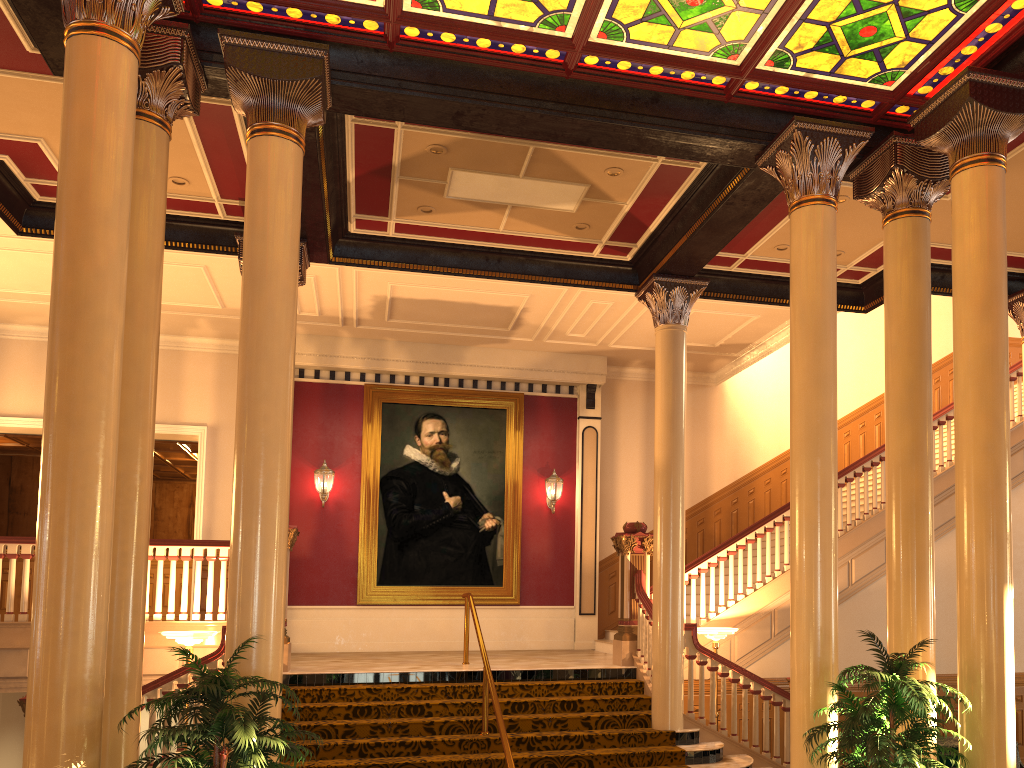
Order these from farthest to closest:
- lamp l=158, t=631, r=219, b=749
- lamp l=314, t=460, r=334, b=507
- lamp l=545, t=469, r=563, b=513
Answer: lamp l=545, t=469, r=563, b=513 → lamp l=314, t=460, r=334, b=507 → lamp l=158, t=631, r=219, b=749

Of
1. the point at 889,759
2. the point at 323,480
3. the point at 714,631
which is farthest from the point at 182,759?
the point at 323,480

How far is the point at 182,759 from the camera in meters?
4.4 m

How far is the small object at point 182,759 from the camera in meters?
4.4

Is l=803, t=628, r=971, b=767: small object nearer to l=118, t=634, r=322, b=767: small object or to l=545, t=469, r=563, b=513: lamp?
l=118, t=634, r=322, b=767: small object

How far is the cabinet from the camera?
8.35m

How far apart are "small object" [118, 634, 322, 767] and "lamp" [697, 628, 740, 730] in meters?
5.7 m

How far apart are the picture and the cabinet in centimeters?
656cm

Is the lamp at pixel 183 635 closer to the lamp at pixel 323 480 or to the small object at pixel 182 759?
the small object at pixel 182 759

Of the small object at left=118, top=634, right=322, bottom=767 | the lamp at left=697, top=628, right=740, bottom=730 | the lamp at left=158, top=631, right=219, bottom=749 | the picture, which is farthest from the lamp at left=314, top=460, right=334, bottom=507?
the small object at left=118, top=634, right=322, bottom=767
